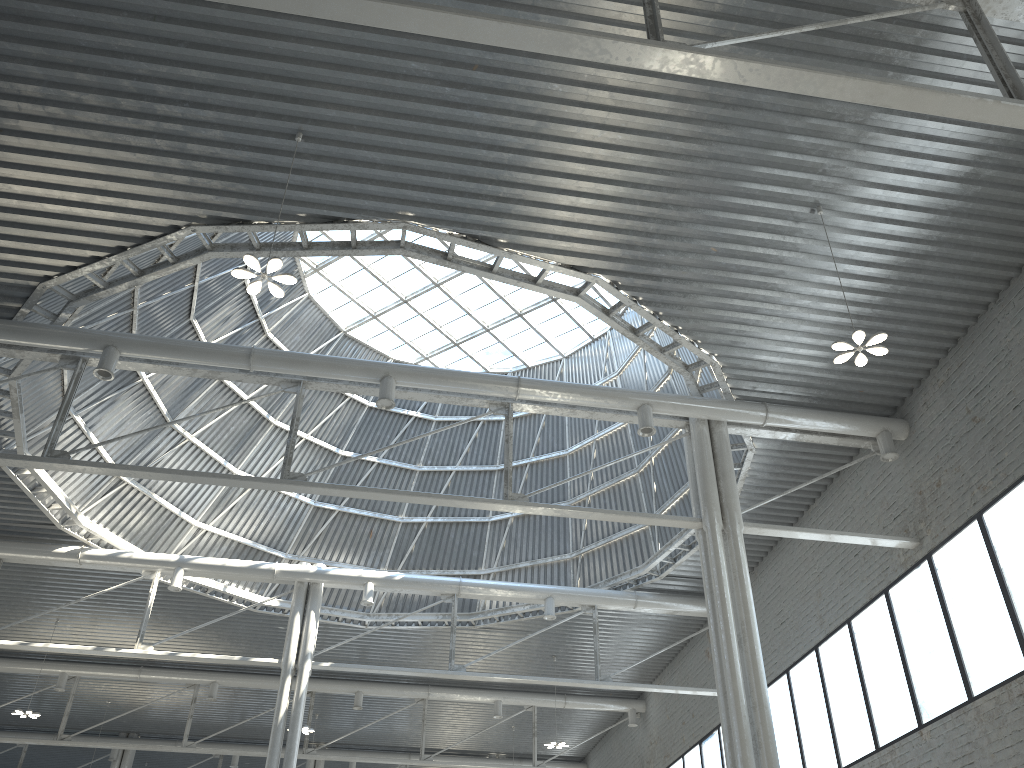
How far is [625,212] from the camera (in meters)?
19.59
